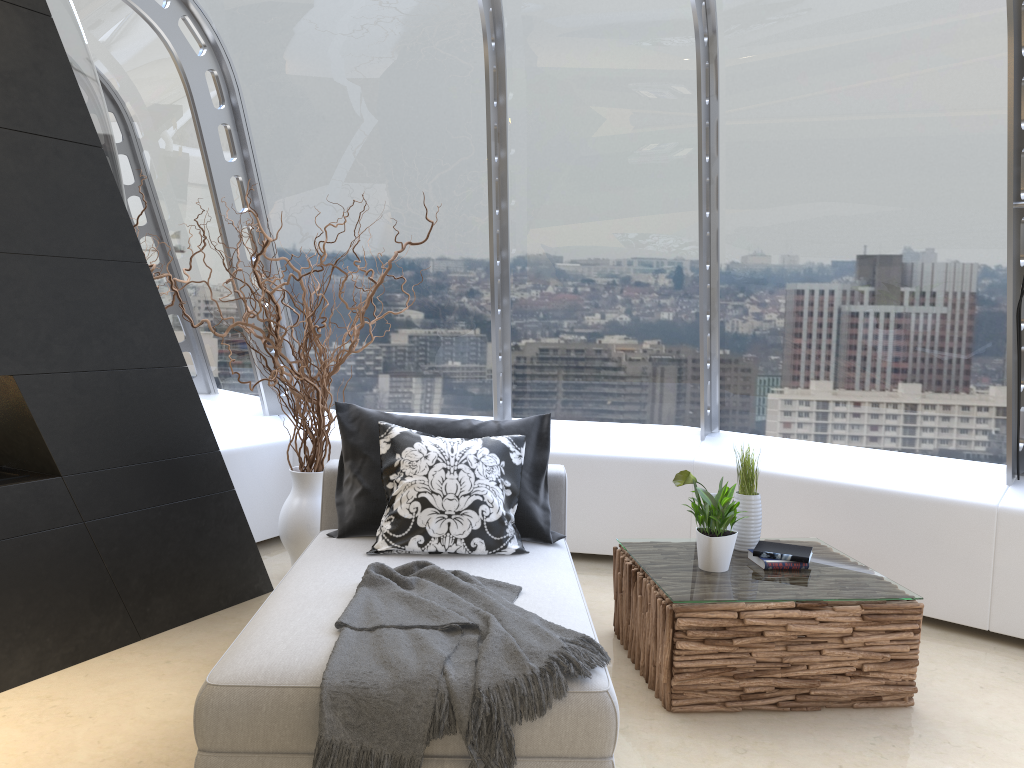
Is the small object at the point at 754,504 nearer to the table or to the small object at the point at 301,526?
the table

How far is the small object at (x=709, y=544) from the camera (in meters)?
3.51

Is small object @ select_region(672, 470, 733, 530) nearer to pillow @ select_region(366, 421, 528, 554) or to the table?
the table

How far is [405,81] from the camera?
5.0 meters

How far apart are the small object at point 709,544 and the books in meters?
0.2

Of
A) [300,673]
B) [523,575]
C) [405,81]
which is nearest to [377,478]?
[523,575]

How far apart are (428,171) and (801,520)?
2.8 meters

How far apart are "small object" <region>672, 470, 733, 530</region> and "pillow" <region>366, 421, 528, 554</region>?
0.67m

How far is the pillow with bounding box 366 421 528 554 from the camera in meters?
3.5

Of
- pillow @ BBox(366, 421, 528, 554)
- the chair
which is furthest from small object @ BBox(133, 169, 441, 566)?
pillow @ BBox(366, 421, 528, 554)
